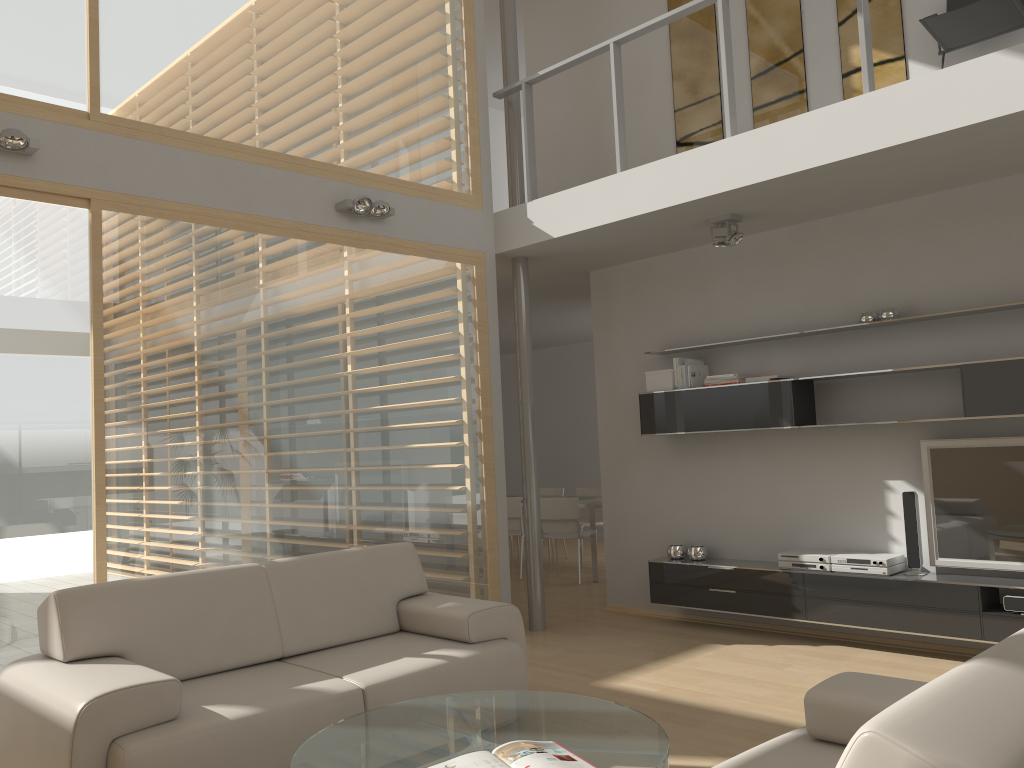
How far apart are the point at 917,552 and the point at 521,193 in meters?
3.6 m

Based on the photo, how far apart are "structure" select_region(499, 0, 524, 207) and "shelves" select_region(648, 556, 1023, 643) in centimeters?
279cm

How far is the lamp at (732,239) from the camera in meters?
5.5 m

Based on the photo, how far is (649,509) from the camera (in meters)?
6.71

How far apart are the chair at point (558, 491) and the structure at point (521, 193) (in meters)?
4.62

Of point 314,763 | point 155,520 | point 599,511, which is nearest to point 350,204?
point 155,520

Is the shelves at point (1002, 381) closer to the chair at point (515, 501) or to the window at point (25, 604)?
the chair at point (515, 501)

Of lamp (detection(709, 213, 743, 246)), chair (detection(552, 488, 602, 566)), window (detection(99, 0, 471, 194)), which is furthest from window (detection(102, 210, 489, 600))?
chair (detection(552, 488, 602, 566))

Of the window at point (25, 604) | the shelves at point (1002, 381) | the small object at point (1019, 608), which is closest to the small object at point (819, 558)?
the shelves at point (1002, 381)

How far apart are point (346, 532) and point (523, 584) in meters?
3.5 m
